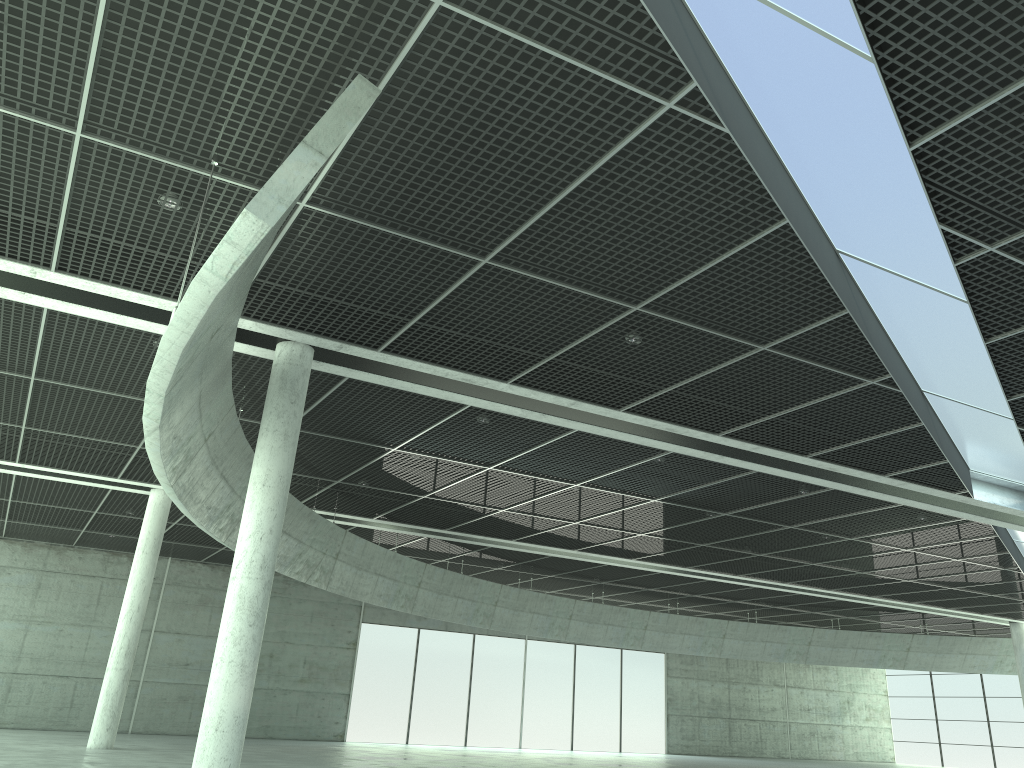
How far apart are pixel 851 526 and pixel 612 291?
31.2 meters
